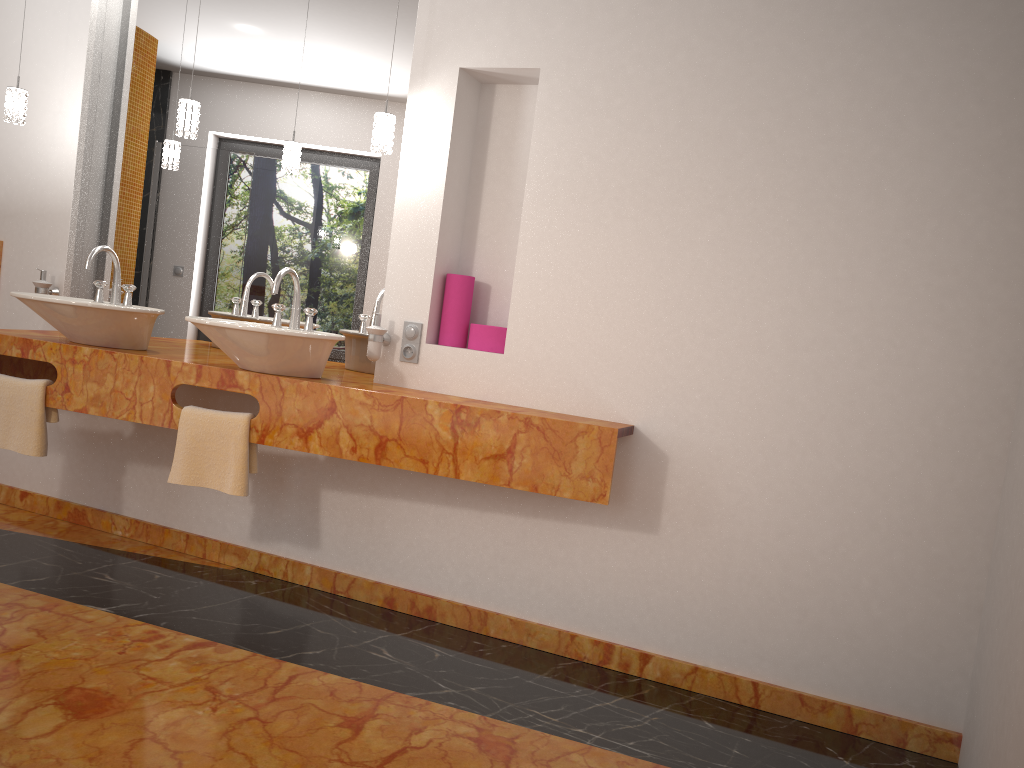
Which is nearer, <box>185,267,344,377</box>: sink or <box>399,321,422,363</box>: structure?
<box>185,267,344,377</box>: sink

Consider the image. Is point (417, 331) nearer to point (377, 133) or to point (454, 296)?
point (454, 296)

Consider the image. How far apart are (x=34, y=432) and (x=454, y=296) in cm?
158

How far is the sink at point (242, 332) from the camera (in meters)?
2.77

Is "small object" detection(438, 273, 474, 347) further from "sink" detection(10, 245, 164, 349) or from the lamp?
"sink" detection(10, 245, 164, 349)

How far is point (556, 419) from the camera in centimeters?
271cm

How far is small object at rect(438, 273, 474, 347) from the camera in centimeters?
313cm

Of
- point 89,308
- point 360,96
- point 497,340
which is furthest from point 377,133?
point 89,308

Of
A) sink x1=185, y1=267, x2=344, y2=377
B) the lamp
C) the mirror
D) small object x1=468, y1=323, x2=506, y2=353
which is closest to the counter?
sink x1=185, y1=267, x2=344, y2=377

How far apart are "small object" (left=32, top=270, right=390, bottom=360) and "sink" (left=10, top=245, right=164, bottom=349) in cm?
45
